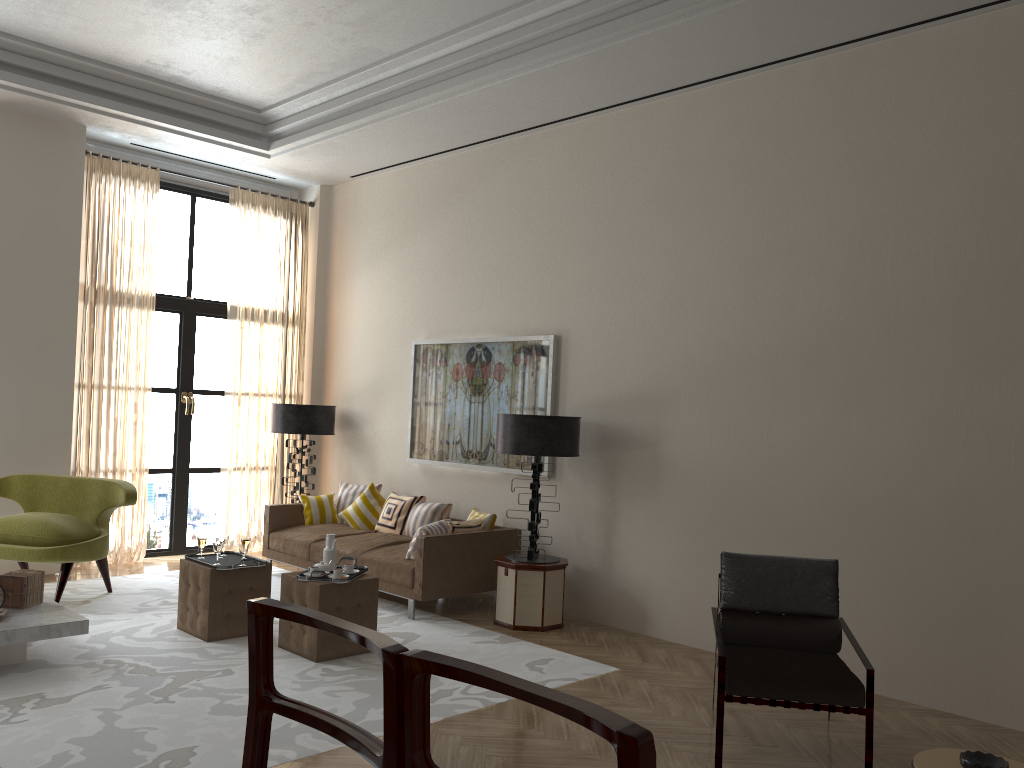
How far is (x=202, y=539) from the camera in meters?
7.8 m

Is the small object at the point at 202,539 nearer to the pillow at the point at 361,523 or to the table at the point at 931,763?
the pillow at the point at 361,523

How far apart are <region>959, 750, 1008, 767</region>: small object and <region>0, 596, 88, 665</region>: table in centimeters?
582cm

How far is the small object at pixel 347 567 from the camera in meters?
7.4

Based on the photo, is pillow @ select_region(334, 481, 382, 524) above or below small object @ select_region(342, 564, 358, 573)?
above

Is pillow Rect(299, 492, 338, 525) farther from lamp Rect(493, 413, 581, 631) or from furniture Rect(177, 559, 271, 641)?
lamp Rect(493, 413, 581, 631)

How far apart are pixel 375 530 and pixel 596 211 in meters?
4.4

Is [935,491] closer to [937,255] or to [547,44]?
[937,255]

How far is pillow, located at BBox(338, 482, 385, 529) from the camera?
10.4m

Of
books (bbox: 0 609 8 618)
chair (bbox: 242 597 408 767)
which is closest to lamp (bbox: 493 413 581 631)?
books (bbox: 0 609 8 618)
